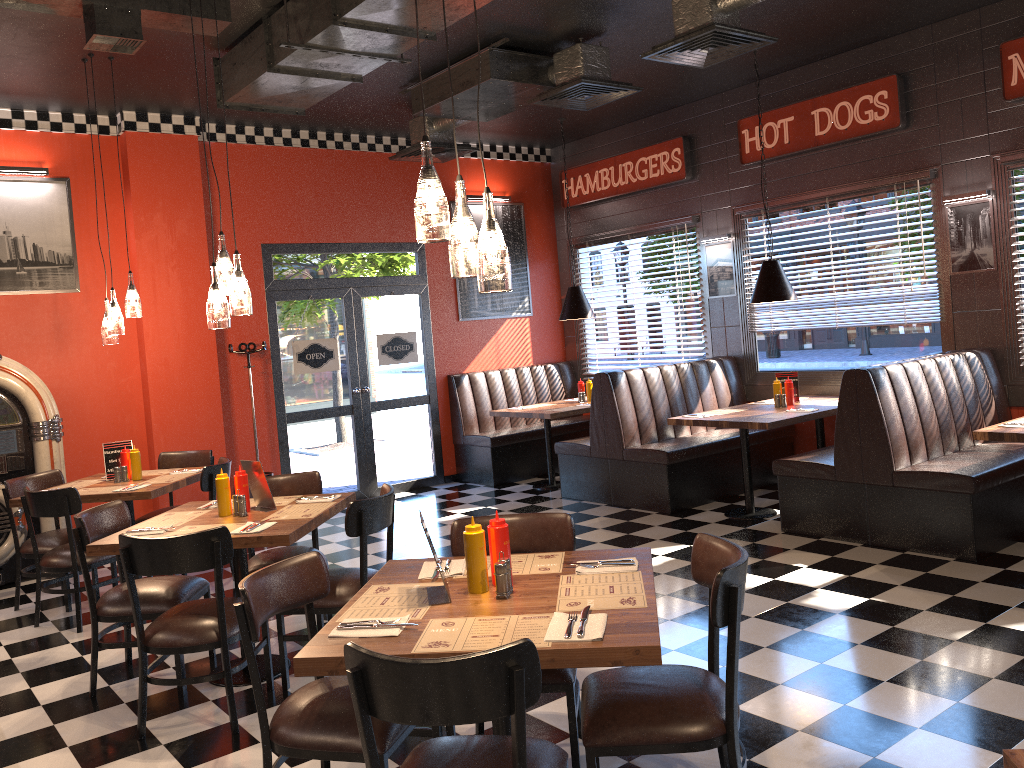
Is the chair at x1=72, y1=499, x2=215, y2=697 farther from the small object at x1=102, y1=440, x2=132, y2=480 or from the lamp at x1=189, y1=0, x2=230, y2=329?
the small object at x1=102, y1=440, x2=132, y2=480

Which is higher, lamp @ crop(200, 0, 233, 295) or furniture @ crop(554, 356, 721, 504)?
lamp @ crop(200, 0, 233, 295)

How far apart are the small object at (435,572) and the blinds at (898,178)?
5.25m

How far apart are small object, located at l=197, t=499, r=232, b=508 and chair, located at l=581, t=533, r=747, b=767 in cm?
261

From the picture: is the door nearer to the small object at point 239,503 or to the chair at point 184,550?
the small object at point 239,503

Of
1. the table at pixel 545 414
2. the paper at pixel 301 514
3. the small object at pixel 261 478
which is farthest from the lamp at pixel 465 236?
the table at pixel 545 414

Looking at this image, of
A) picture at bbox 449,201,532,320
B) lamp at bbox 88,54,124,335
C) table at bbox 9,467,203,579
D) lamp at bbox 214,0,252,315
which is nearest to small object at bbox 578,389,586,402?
picture at bbox 449,201,532,320

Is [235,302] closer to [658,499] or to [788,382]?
[658,499]

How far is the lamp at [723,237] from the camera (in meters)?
8.40

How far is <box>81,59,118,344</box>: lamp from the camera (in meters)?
6.03
